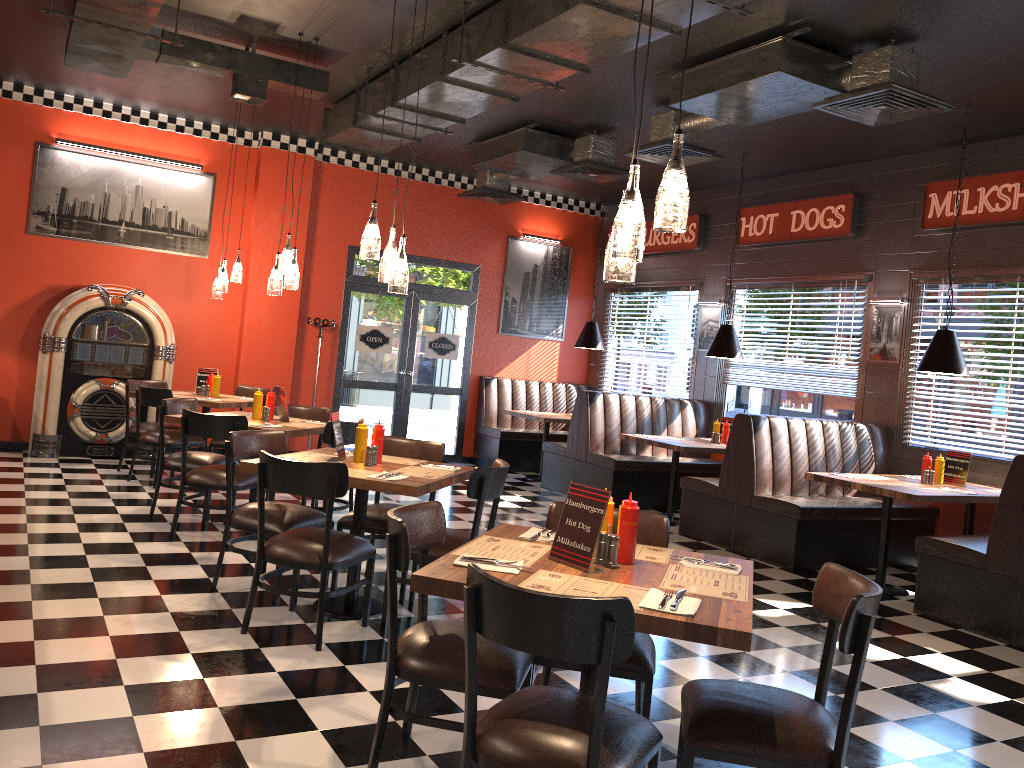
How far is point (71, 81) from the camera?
8.5 meters

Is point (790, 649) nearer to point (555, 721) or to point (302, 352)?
point (555, 721)

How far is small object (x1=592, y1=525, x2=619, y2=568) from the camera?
2.9 meters

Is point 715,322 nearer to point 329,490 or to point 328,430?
point 328,430

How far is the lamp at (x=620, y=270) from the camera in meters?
2.9

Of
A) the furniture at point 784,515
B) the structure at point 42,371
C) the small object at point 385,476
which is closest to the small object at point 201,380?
the structure at point 42,371

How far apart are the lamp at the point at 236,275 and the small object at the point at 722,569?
6.4 meters

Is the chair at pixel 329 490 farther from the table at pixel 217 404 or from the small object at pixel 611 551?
the table at pixel 217 404

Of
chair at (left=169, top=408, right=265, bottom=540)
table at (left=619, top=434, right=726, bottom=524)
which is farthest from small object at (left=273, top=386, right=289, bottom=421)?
table at (left=619, top=434, right=726, bottom=524)

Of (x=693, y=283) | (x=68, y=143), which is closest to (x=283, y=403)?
Answer: (x=68, y=143)
